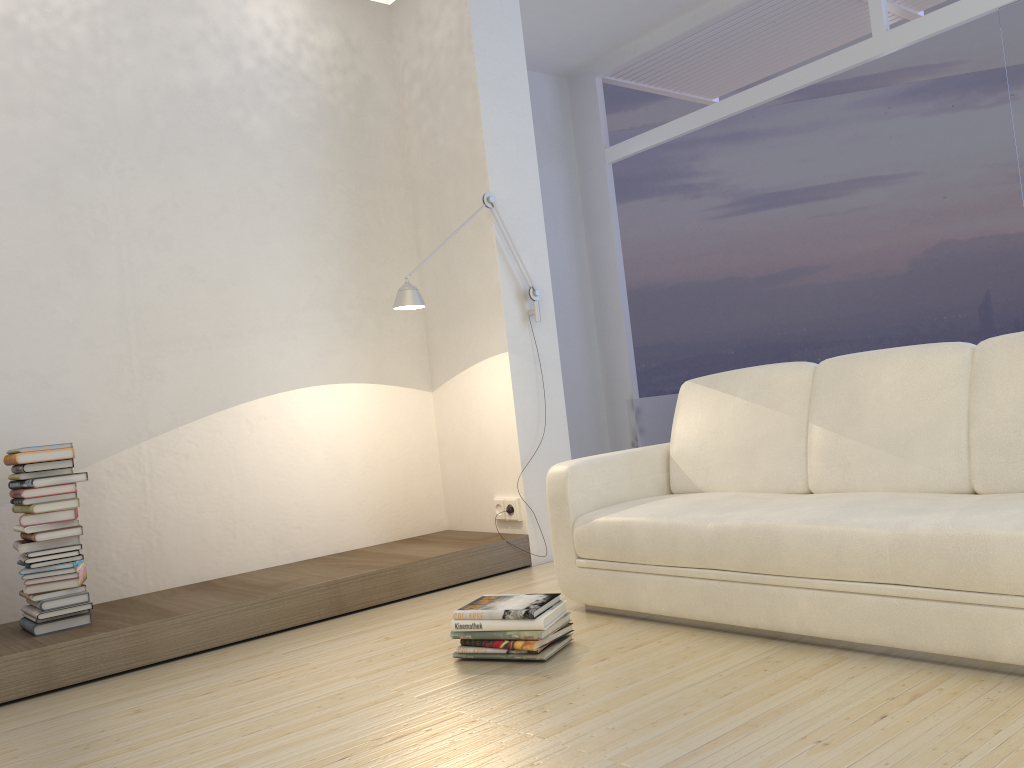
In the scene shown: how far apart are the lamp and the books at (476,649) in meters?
1.7 m

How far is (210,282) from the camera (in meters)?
4.27

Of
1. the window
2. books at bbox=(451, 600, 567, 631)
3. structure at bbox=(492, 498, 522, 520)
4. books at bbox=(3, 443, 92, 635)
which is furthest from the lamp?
the window

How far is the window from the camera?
4.9 meters

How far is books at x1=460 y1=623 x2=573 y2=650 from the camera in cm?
275

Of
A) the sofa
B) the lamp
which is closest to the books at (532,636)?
the sofa

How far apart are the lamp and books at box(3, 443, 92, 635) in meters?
1.4 m

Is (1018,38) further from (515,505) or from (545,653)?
(545,653)

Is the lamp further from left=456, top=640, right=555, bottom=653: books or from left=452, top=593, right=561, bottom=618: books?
left=456, top=640, right=555, bottom=653: books

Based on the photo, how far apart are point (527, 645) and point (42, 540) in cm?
189
